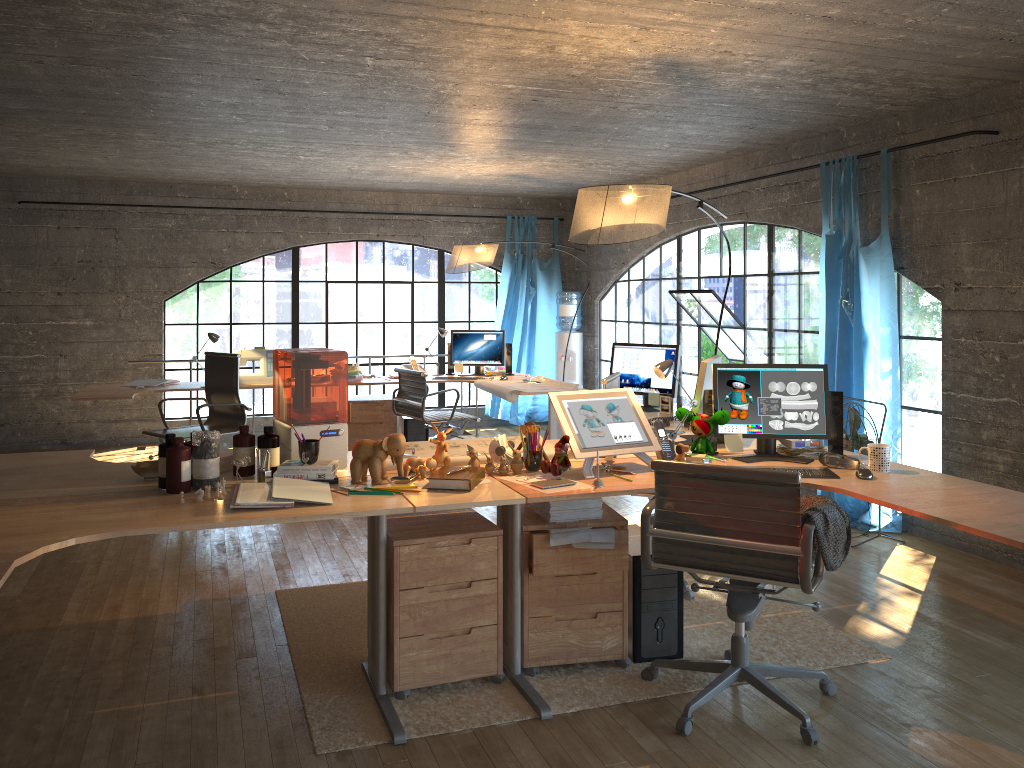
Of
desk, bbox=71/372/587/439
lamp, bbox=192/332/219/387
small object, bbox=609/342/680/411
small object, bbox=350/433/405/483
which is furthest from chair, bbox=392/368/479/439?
small object, bbox=350/433/405/483

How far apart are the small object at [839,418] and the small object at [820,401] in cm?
5

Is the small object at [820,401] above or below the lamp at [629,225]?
below

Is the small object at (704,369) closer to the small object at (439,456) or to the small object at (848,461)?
the small object at (848,461)

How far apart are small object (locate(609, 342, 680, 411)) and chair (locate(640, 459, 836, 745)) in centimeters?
190cm

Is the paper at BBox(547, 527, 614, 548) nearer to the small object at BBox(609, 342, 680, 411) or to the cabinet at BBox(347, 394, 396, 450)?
the small object at BBox(609, 342, 680, 411)

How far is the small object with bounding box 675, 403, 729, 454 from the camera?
3.7m

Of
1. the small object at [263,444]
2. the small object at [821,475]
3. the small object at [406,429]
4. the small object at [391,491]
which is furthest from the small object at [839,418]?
the small object at [406,429]

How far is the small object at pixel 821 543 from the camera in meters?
2.8 m

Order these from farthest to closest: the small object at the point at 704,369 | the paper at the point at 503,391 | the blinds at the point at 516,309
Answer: the blinds at the point at 516,309 → the paper at the point at 503,391 → the small object at the point at 704,369
